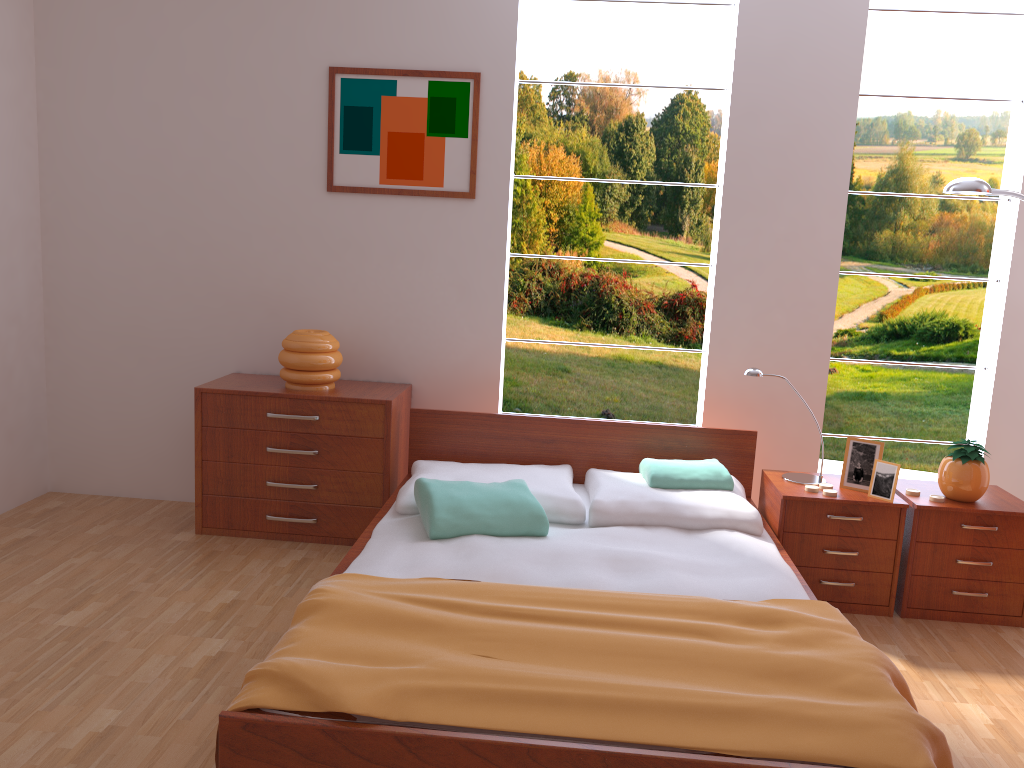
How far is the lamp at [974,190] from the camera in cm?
321

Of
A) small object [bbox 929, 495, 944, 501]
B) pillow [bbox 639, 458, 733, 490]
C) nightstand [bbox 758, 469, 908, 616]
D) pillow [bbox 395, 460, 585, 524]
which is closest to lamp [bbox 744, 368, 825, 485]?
nightstand [bbox 758, 469, 908, 616]

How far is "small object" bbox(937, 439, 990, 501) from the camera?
3.1m

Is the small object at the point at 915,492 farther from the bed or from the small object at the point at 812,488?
the bed

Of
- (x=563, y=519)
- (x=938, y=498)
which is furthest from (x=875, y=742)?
(x=938, y=498)

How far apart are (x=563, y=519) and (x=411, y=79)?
2.0 meters

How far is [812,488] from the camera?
3.2m

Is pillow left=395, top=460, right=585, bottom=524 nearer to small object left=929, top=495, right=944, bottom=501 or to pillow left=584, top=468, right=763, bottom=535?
pillow left=584, top=468, right=763, bottom=535

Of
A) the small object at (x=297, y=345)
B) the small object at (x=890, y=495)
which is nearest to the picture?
the small object at (x=297, y=345)

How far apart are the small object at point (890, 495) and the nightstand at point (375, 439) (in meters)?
1.83
